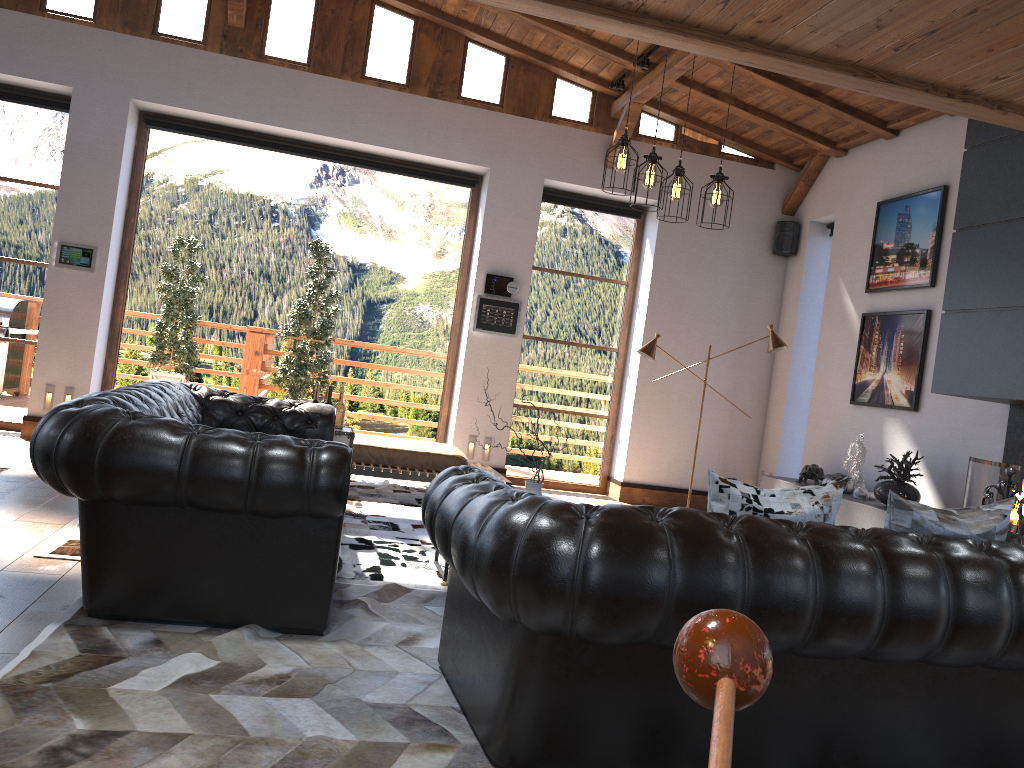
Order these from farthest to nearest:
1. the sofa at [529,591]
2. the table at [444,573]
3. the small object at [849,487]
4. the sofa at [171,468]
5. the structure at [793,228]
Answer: the structure at [793,228] → the small object at [849,487] → the table at [444,573] → the sofa at [171,468] → the sofa at [529,591]

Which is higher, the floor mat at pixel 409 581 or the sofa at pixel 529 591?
the sofa at pixel 529 591

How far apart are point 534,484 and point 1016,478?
3.0 meters

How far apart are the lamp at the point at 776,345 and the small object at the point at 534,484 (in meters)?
3.65

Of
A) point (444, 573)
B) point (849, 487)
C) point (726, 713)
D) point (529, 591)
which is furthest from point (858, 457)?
point (726, 713)

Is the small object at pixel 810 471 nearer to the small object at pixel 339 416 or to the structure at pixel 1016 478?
the structure at pixel 1016 478

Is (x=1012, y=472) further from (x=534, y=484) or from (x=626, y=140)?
(x=626, y=140)

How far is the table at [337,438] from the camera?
5.94m

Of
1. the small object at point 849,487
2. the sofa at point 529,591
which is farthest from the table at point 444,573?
the small object at point 849,487

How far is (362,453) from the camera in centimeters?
717cm
